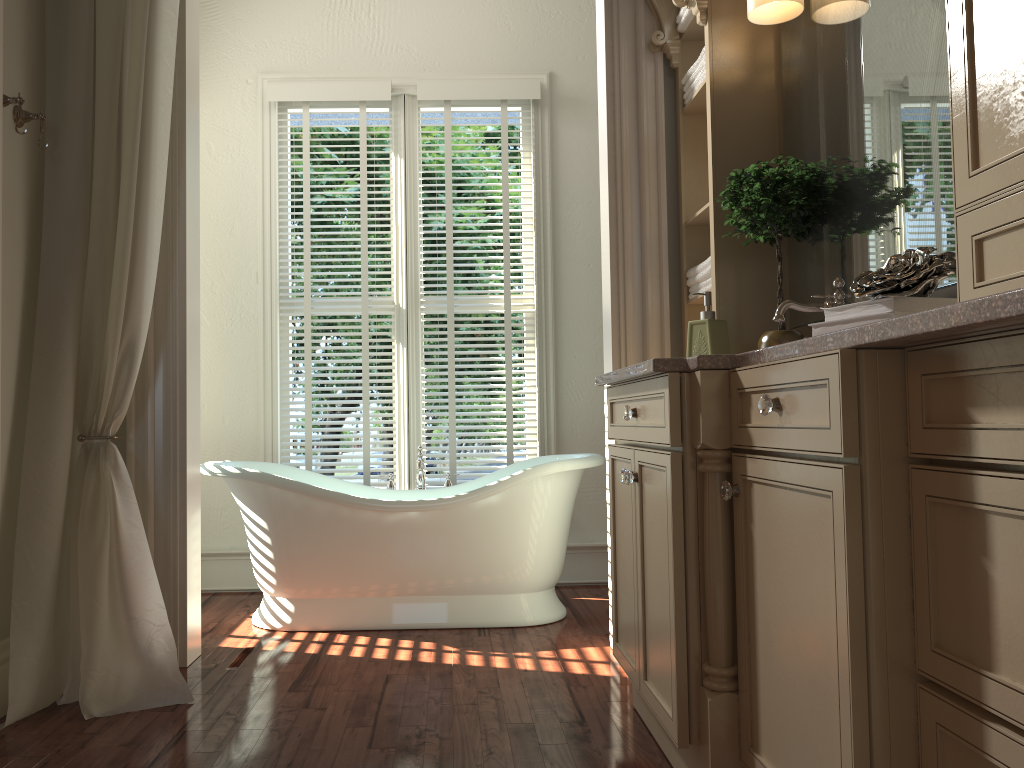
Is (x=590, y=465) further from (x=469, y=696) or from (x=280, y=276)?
(x=280, y=276)

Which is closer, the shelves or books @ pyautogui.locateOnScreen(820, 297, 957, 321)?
books @ pyautogui.locateOnScreen(820, 297, 957, 321)

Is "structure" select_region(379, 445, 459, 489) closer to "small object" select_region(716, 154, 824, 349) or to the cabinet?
the cabinet

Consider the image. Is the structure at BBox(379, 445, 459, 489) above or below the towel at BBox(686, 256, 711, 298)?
below

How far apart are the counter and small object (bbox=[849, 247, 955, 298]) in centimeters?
14cm

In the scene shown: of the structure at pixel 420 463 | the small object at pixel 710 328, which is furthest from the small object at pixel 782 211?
the structure at pixel 420 463

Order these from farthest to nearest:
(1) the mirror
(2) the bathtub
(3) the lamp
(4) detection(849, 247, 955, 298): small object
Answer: (2) the bathtub → (3) the lamp → (1) the mirror → (4) detection(849, 247, 955, 298): small object

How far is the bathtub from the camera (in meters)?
3.35

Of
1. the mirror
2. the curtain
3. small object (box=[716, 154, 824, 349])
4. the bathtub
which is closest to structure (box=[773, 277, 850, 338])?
the mirror

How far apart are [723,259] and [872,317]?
1.2m
